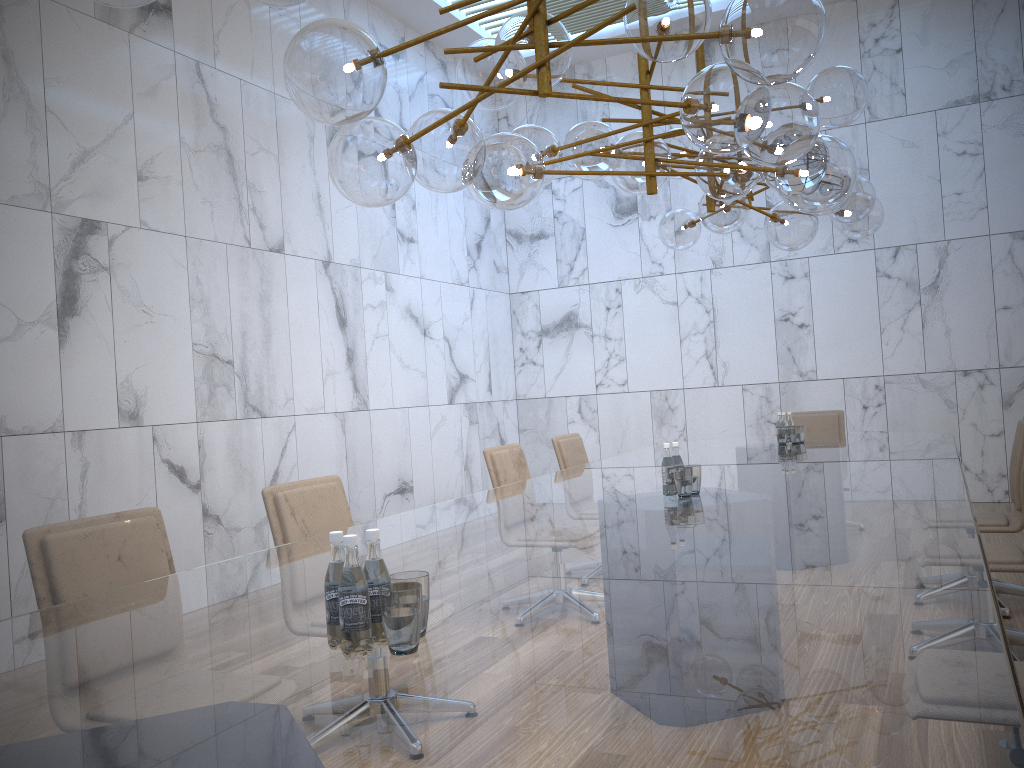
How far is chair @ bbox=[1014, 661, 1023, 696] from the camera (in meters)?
2.36

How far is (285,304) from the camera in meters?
6.8 m

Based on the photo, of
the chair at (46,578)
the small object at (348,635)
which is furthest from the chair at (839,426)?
the chair at (46,578)

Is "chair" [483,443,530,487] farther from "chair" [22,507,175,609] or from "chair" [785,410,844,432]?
"chair" [785,410,844,432]

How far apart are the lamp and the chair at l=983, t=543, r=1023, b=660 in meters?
1.7

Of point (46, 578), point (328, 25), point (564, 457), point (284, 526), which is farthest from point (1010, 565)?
point (46, 578)

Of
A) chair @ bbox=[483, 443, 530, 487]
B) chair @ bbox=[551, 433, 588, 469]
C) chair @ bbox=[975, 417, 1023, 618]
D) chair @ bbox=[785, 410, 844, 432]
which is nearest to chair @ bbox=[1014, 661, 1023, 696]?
chair @ bbox=[975, 417, 1023, 618]

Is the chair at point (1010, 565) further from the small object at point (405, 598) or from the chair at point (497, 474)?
the chair at point (497, 474)

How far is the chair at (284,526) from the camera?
3.41m

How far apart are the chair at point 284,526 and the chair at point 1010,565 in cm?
271
